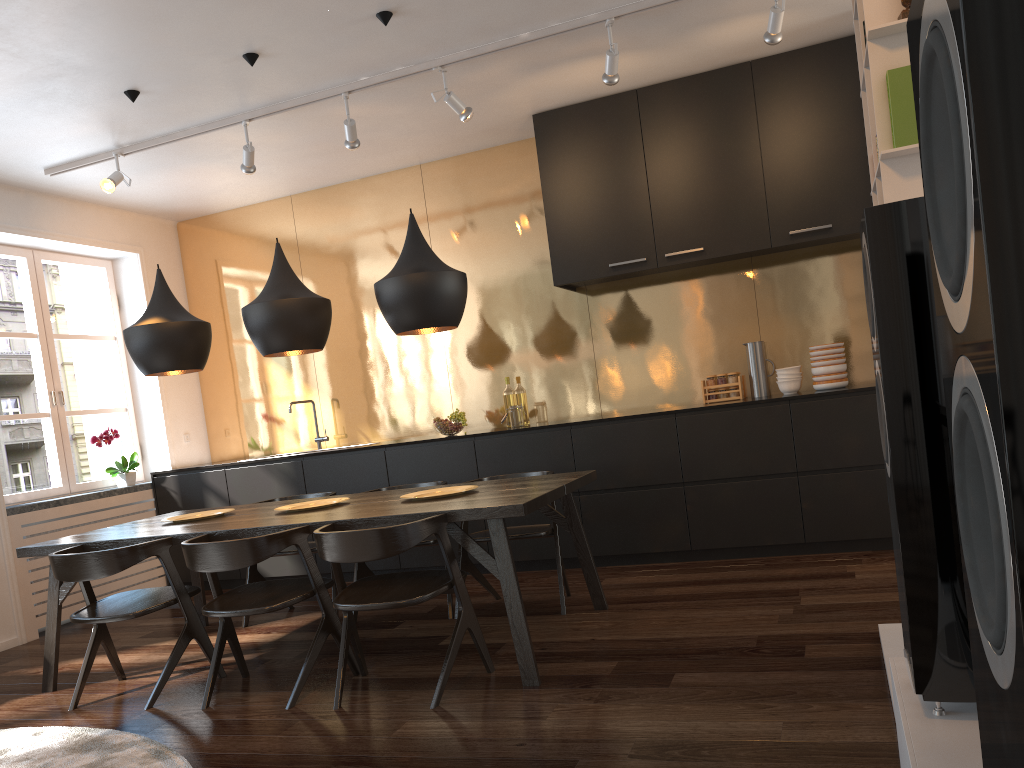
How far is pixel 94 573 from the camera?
3.5m

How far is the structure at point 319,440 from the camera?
6.5 meters

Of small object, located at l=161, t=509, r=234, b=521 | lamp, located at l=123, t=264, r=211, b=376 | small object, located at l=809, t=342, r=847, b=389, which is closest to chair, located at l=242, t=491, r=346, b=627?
small object, located at l=161, t=509, r=234, b=521

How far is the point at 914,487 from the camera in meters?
1.7 m

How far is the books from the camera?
2.4 meters

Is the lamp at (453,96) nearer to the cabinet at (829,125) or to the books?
the cabinet at (829,125)

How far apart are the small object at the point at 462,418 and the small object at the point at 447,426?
0.0m

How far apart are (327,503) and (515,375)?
2.2 meters

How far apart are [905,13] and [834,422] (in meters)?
2.74

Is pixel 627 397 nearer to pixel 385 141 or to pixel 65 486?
pixel 385 141
